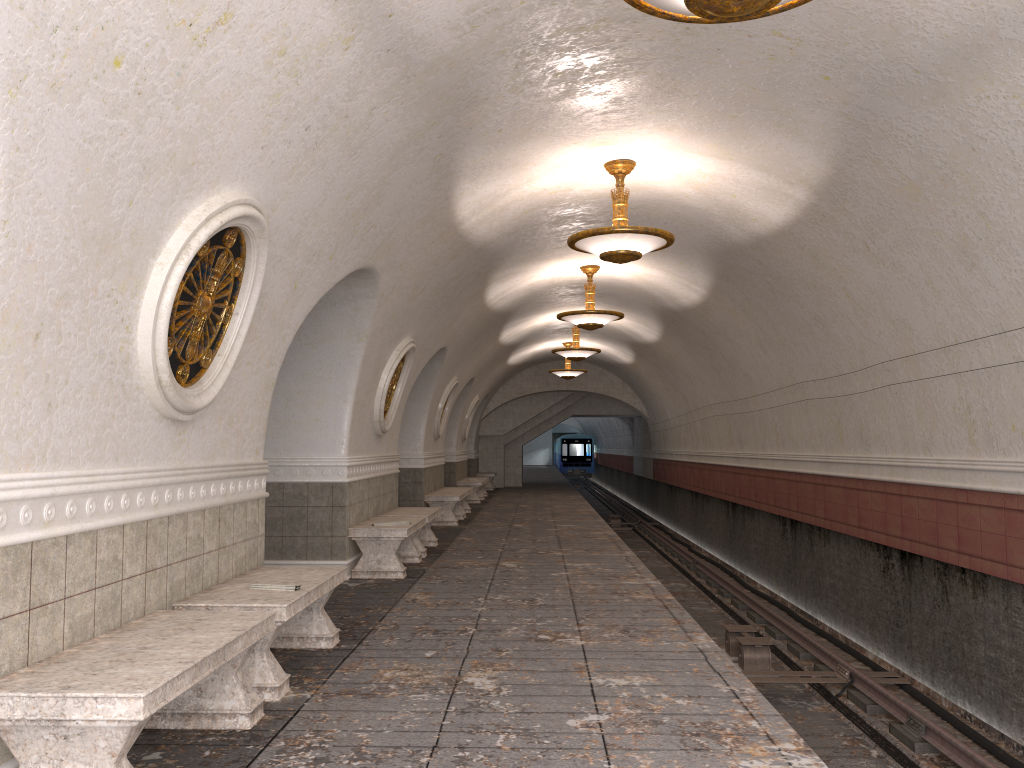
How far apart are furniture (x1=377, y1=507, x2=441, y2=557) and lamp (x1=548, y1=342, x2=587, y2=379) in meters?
10.9

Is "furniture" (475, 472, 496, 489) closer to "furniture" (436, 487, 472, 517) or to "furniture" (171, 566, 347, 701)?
"furniture" (436, 487, 472, 517)

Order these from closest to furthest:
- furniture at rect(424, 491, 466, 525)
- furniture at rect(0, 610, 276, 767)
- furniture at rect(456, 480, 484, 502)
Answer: furniture at rect(0, 610, 276, 767), furniture at rect(424, 491, 466, 525), furniture at rect(456, 480, 484, 502)

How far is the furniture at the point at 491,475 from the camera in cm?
2719

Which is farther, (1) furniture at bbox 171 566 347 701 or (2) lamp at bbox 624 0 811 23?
(1) furniture at bbox 171 566 347 701

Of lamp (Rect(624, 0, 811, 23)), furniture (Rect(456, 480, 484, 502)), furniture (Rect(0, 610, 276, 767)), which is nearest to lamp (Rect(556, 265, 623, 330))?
furniture (Rect(456, 480, 484, 502))

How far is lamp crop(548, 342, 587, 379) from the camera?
22.42m

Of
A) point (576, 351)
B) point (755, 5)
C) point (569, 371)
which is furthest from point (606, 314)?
point (569, 371)

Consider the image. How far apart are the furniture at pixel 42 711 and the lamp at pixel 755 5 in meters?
3.2 m

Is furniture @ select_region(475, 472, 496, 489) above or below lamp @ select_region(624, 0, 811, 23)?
below
